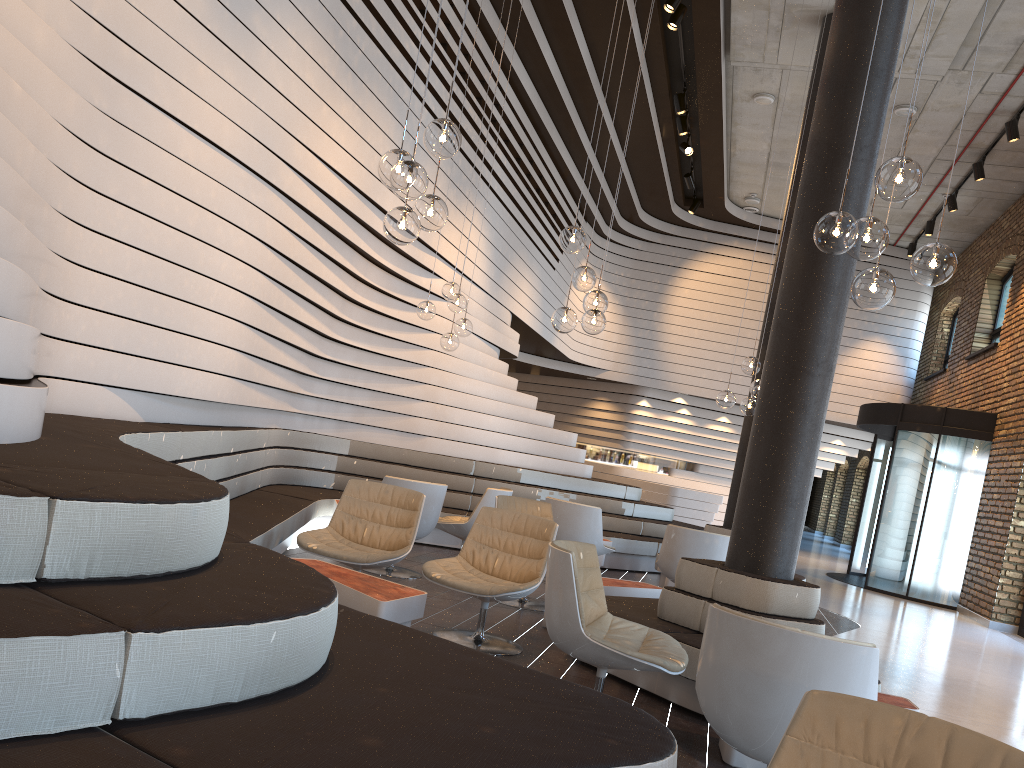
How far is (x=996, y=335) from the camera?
14.07m

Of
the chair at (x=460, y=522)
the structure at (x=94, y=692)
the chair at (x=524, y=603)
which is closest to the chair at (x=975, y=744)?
the structure at (x=94, y=692)

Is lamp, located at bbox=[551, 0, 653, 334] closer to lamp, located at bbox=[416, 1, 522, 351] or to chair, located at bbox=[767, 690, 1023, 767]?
lamp, located at bbox=[416, 1, 522, 351]

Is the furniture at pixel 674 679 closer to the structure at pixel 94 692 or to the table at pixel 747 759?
the table at pixel 747 759

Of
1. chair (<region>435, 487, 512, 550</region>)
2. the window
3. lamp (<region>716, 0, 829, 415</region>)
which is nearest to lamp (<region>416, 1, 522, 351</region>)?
chair (<region>435, 487, 512, 550</region>)

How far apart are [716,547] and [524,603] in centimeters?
161cm

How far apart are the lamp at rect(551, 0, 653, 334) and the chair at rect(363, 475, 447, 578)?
1.73m

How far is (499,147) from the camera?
10.6 meters

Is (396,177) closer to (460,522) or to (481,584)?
(481,584)

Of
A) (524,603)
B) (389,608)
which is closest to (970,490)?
(524,603)
